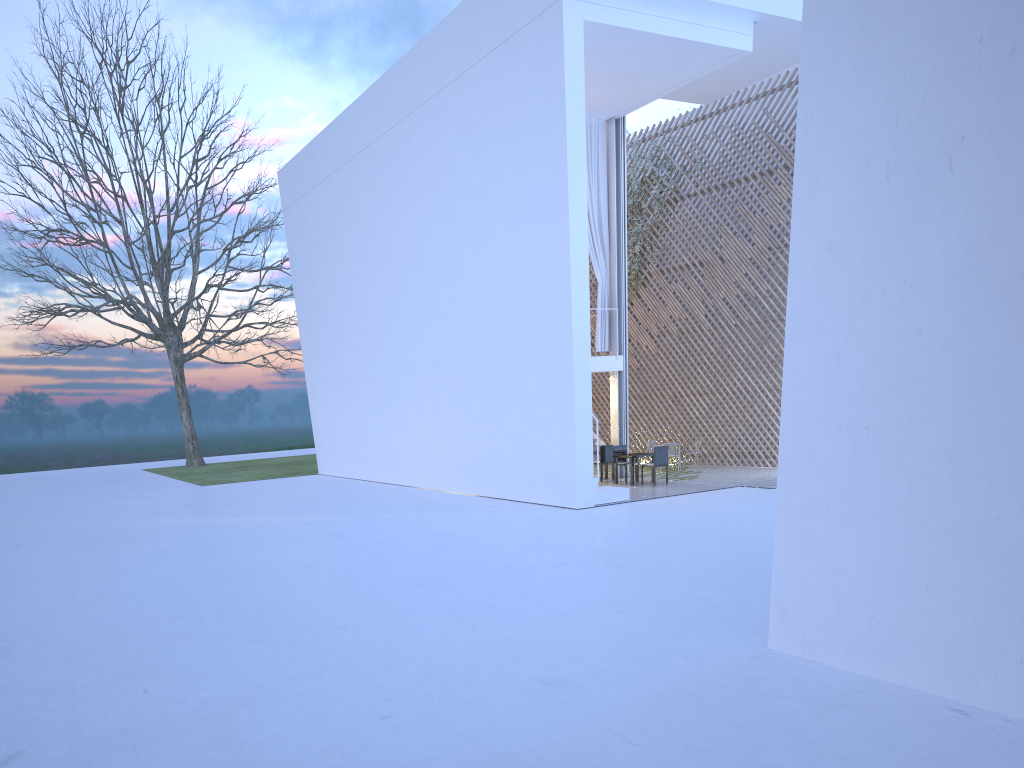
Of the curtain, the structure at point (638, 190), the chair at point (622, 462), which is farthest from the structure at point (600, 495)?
the structure at point (638, 190)

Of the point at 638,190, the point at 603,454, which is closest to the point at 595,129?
the point at 638,190

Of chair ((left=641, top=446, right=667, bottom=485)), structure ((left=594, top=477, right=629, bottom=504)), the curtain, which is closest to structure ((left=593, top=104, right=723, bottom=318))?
the curtain

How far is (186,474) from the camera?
16.45m

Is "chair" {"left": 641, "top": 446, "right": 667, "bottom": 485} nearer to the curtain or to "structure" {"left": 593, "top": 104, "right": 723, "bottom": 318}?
the curtain

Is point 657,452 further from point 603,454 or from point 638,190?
point 638,190

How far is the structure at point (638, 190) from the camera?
12.6m

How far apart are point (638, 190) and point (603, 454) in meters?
4.3

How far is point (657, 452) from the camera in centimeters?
940cm

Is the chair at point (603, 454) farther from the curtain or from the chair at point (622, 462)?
the curtain
